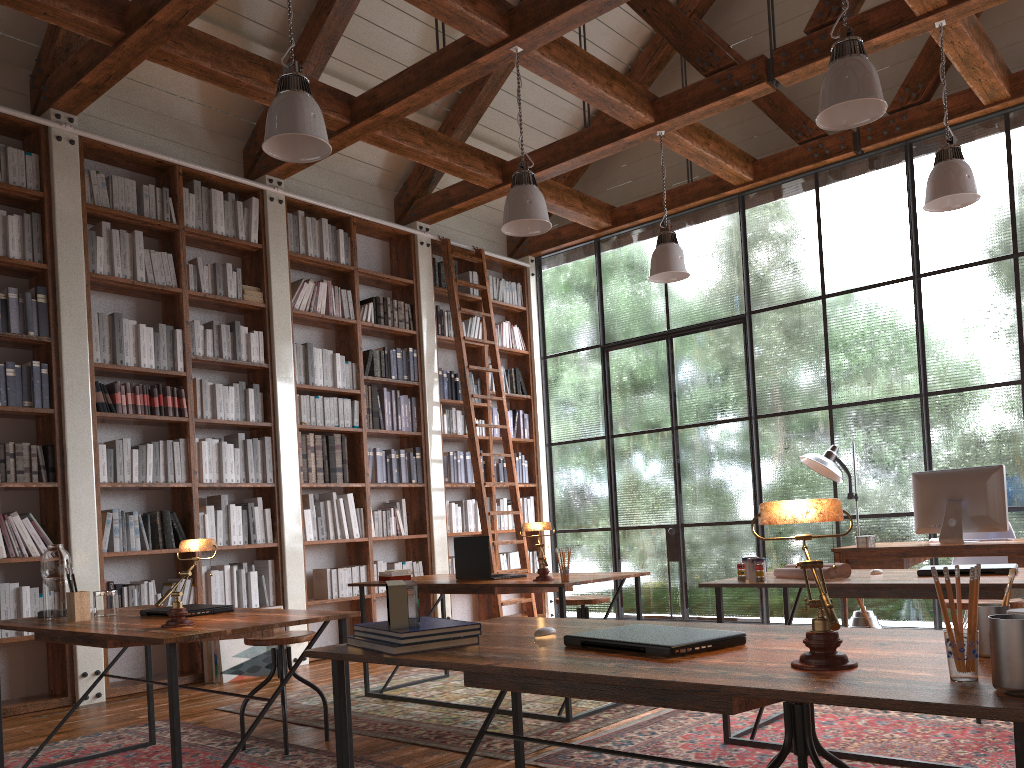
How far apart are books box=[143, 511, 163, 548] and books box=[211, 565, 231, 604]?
0.5m

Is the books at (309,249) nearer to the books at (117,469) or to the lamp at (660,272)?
the books at (117,469)

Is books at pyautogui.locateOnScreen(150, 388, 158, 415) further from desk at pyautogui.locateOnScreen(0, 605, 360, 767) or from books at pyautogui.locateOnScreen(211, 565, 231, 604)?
desk at pyautogui.locateOnScreen(0, 605, 360, 767)

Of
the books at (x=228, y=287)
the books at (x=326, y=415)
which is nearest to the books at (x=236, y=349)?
the books at (x=228, y=287)

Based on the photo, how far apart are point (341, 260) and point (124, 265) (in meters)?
1.82

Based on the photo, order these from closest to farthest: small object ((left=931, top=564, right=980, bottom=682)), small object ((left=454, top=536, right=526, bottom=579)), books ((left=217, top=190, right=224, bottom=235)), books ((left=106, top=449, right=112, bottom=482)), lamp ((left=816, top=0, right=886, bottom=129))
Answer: small object ((left=931, top=564, right=980, bottom=682))
lamp ((left=816, top=0, right=886, bottom=129))
small object ((left=454, top=536, right=526, bottom=579))
books ((left=106, top=449, right=112, bottom=482))
books ((left=217, top=190, right=224, bottom=235))

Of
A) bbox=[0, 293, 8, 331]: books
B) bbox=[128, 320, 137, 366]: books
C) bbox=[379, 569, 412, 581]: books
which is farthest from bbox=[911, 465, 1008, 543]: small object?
bbox=[0, 293, 8, 331]: books

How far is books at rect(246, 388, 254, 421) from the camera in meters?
6.3 m

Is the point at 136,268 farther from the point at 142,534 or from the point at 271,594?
the point at 271,594

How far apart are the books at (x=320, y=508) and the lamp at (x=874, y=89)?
4.5 meters
